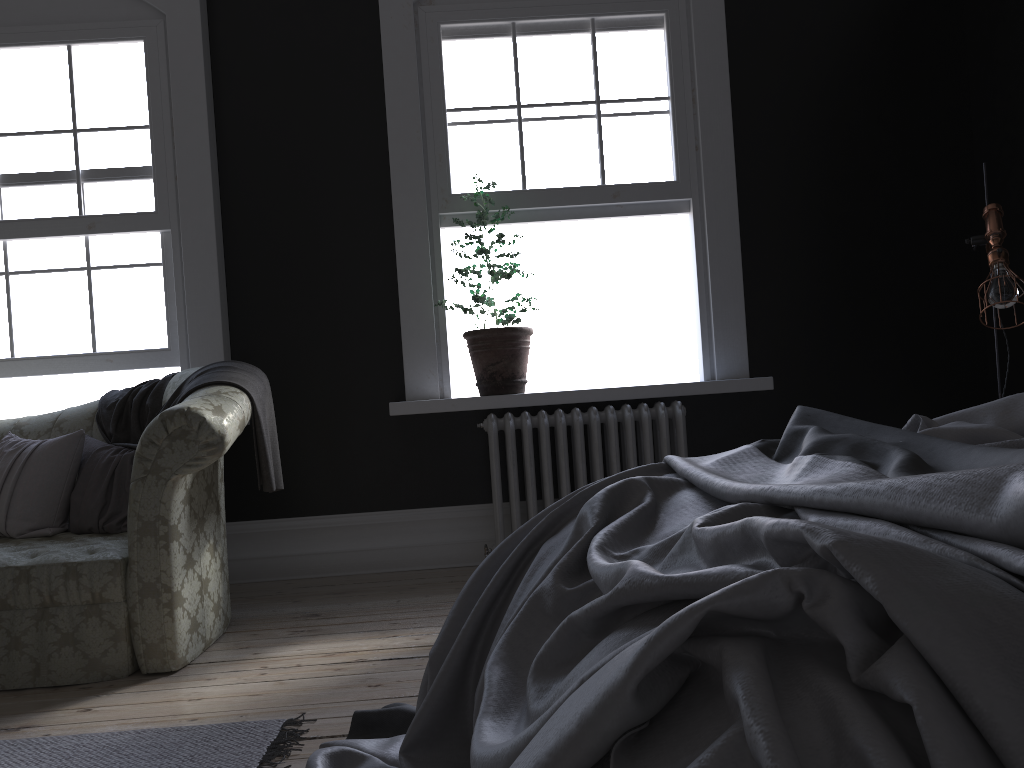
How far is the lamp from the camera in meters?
3.4 m

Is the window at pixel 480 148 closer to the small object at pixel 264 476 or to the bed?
the small object at pixel 264 476

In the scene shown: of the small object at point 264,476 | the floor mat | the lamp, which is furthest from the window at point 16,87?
the lamp

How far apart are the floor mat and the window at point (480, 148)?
3.04m

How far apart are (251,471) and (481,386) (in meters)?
1.34

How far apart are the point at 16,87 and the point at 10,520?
2.4m

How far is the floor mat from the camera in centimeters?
230cm

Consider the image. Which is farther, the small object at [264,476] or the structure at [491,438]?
the structure at [491,438]

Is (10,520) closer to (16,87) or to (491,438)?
(491,438)

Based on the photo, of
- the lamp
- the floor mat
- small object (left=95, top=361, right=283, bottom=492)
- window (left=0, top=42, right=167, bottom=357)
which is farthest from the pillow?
the lamp
